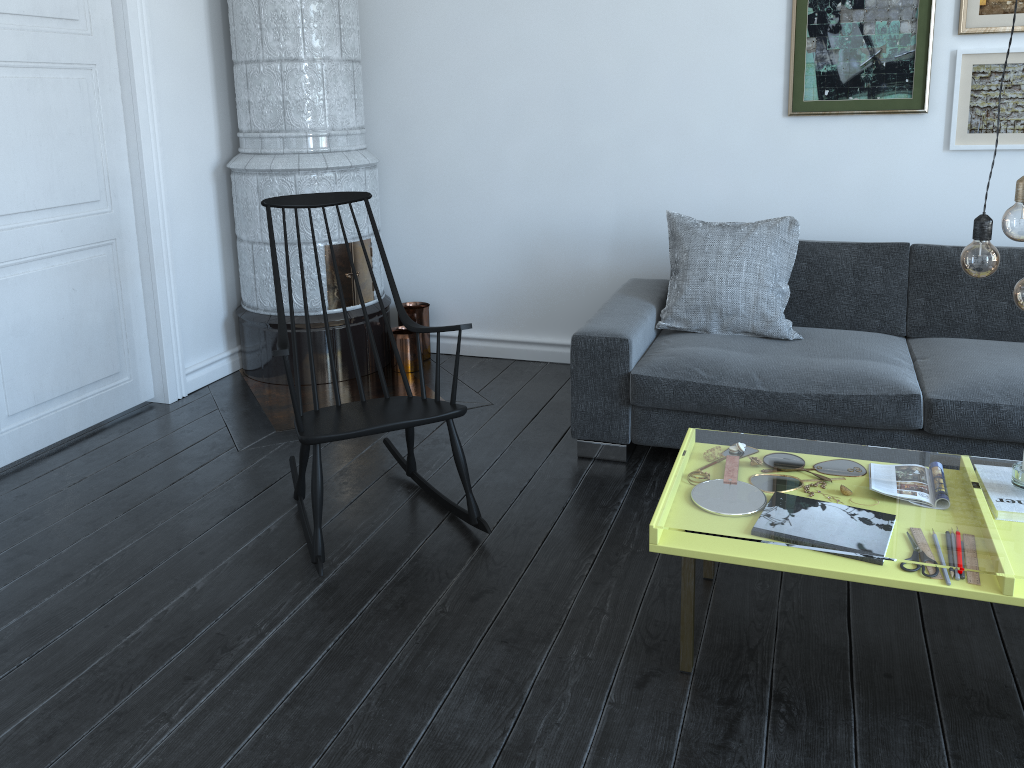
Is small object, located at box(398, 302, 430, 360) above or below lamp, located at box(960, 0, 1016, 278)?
below

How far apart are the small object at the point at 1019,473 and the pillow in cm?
132

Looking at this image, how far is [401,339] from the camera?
4.3m

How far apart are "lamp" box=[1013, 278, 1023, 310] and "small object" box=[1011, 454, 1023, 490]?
0.47m

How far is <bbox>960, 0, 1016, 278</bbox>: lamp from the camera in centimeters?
179cm

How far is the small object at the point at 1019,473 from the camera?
2.1 meters

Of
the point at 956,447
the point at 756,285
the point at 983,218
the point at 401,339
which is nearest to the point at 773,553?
the point at 983,218

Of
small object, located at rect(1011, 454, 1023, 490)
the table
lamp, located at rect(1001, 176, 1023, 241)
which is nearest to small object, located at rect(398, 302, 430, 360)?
the table

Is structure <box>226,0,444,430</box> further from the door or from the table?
the table

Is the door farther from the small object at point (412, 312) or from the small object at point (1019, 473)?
the small object at point (1019, 473)
